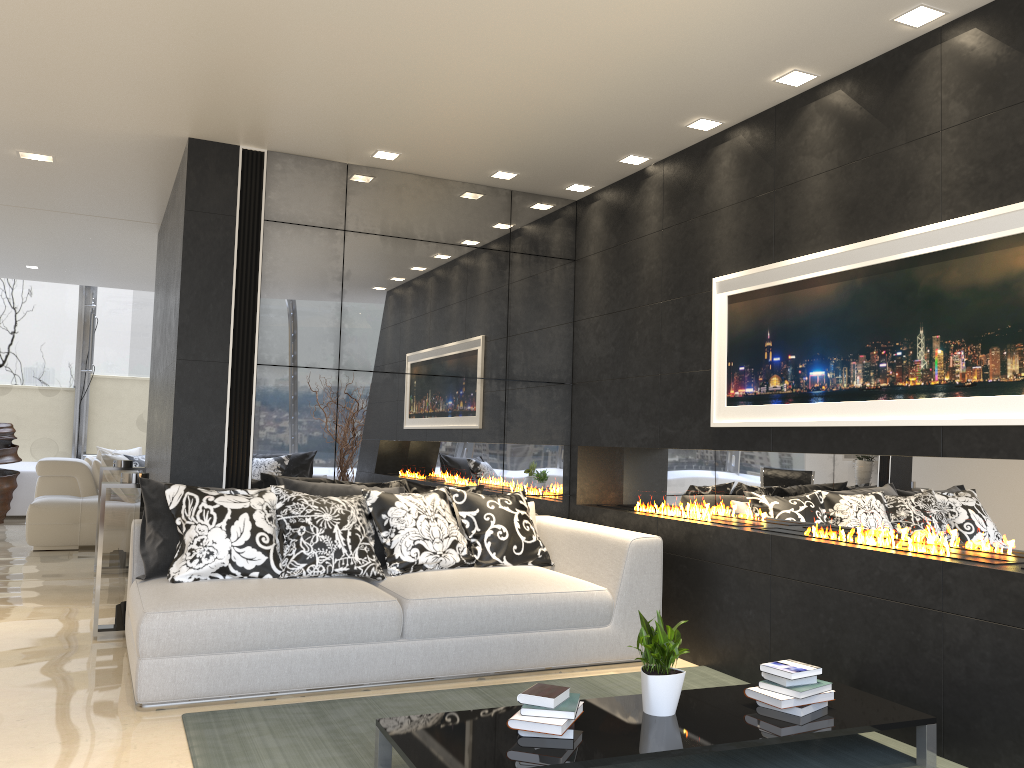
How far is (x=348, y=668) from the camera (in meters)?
4.05

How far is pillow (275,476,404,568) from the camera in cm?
490

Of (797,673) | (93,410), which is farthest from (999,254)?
(93,410)

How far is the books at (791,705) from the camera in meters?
3.3 m

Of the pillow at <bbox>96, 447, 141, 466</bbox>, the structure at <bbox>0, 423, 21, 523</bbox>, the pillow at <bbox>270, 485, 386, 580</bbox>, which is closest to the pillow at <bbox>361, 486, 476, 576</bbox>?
the pillow at <bbox>270, 485, 386, 580</bbox>

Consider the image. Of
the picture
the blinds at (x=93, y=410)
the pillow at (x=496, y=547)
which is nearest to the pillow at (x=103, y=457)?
the blinds at (x=93, y=410)

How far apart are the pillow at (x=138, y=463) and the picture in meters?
8.3

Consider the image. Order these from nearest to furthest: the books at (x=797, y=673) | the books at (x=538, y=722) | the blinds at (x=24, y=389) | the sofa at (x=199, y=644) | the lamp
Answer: the books at (x=538, y=722)
the books at (x=797, y=673)
the lamp
the sofa at (x=199, y=644)
the blinds at (x=24, y=389)

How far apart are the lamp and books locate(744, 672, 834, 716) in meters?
2.6

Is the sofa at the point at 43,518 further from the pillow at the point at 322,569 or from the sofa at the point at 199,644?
the pillow at the point at 322,569
